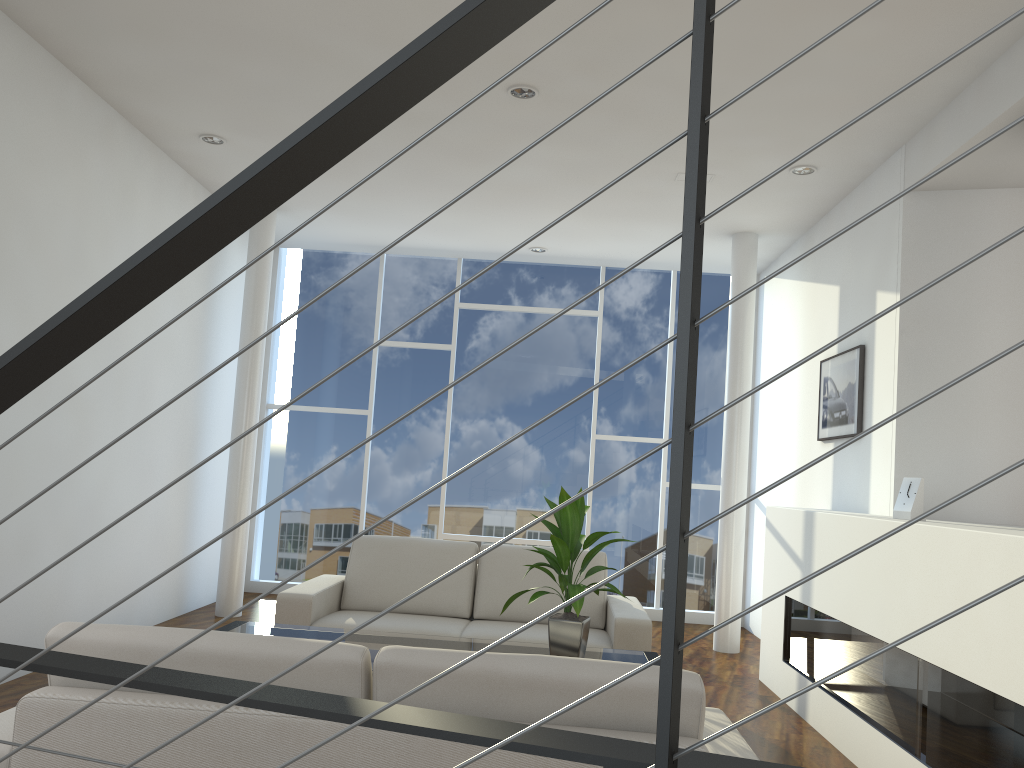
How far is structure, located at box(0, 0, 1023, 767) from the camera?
0.54m

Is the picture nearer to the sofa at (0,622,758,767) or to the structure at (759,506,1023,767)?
the structure at (759,506,1023,767)

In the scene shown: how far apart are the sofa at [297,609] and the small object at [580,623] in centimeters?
68cm

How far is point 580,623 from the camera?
2.9 meters

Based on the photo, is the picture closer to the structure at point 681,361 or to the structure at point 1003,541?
the structure at point 1003,541

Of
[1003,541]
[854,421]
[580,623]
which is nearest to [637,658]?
[580,623]

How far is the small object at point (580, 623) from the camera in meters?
2.9 m

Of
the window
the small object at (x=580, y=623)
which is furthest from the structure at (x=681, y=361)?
the window

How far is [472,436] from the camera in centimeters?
614cm

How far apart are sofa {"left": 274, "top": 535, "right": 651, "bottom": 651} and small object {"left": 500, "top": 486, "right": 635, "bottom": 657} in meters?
A: 0.7
